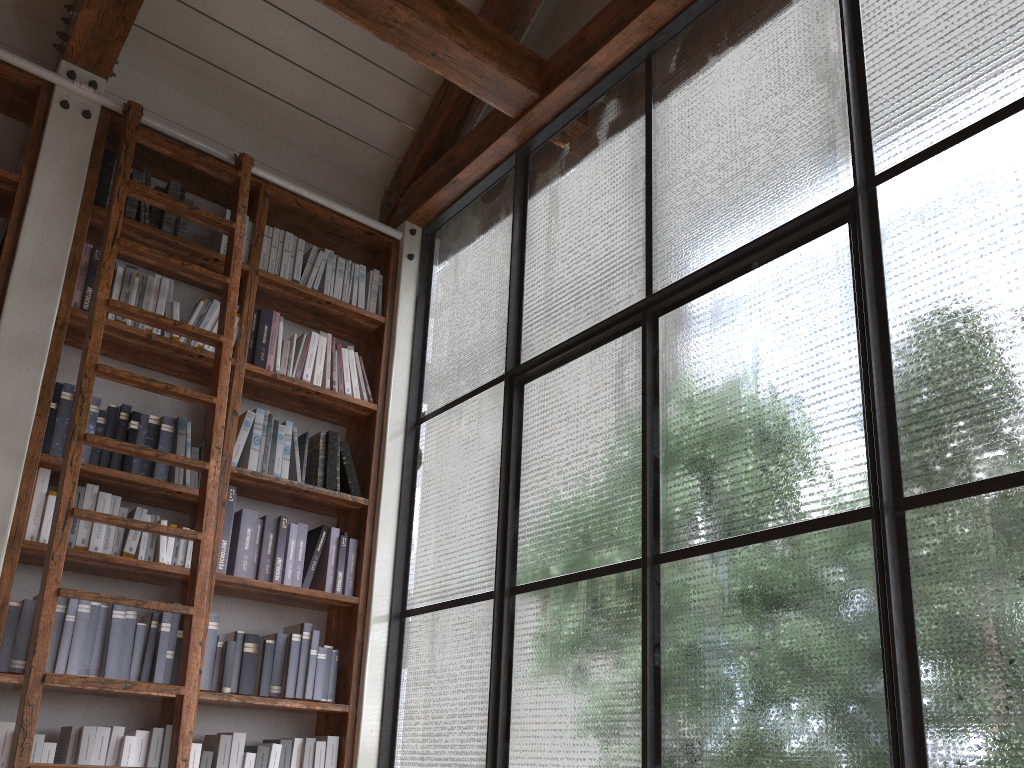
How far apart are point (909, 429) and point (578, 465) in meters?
1.2 m

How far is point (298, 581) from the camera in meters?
3.5

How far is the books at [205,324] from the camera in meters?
3.5 m

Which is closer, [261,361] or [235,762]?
[235,762]

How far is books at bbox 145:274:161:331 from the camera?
3.4 meters

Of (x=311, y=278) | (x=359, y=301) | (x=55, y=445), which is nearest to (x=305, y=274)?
(x=311, y=278)

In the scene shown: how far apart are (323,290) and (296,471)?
0.9m

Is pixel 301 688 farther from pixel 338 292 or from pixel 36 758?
pixel 338 292

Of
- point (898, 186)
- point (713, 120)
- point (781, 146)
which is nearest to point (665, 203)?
point (713, 120)

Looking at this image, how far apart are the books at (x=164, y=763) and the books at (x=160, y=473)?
0.9 meters
